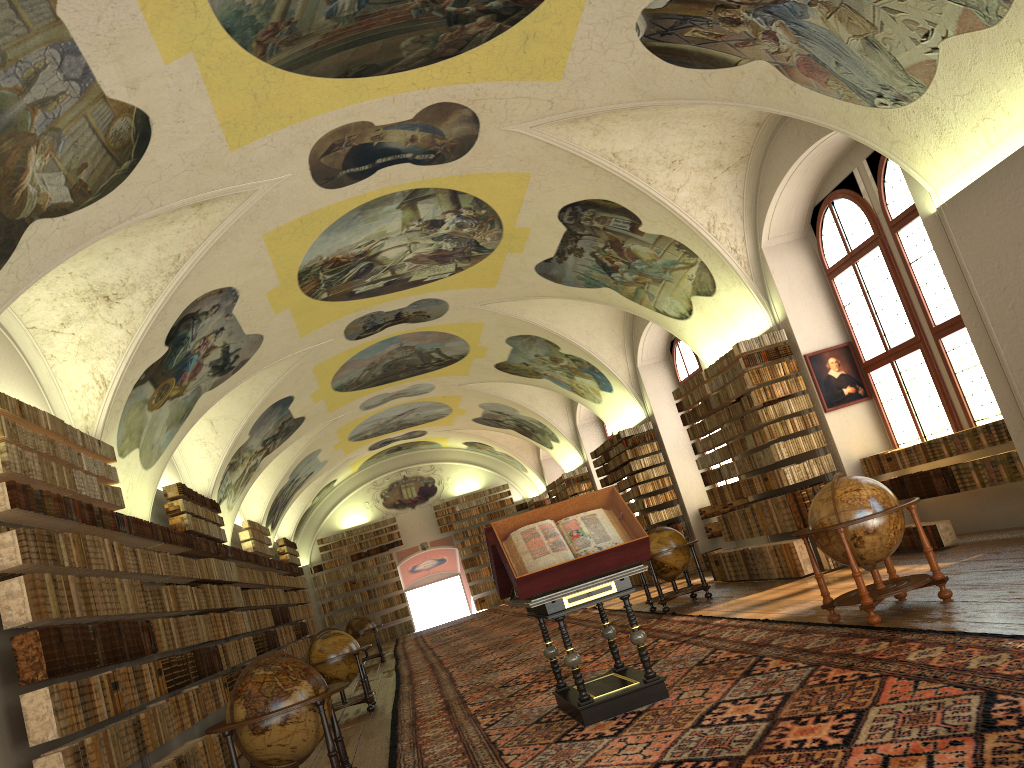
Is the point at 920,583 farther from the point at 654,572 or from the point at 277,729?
the point at 654,572

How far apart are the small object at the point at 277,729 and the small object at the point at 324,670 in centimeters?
571cm

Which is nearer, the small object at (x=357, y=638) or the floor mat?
the floor mat

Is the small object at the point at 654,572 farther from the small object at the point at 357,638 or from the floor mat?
the small object at the point at 357,638

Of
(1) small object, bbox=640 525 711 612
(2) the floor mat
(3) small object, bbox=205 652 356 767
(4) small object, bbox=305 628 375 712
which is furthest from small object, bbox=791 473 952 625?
(4) small object, bbox=305 628 375 712

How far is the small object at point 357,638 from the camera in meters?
24.4

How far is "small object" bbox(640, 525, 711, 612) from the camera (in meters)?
14.87

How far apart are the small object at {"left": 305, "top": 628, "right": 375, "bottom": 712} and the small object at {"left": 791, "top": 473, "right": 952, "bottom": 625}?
7.7m

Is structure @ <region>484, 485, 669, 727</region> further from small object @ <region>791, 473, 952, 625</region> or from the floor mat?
small object @ <region>791, 473, 952, 625</region>

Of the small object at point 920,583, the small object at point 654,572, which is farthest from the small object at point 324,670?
the small object at point 920,583
